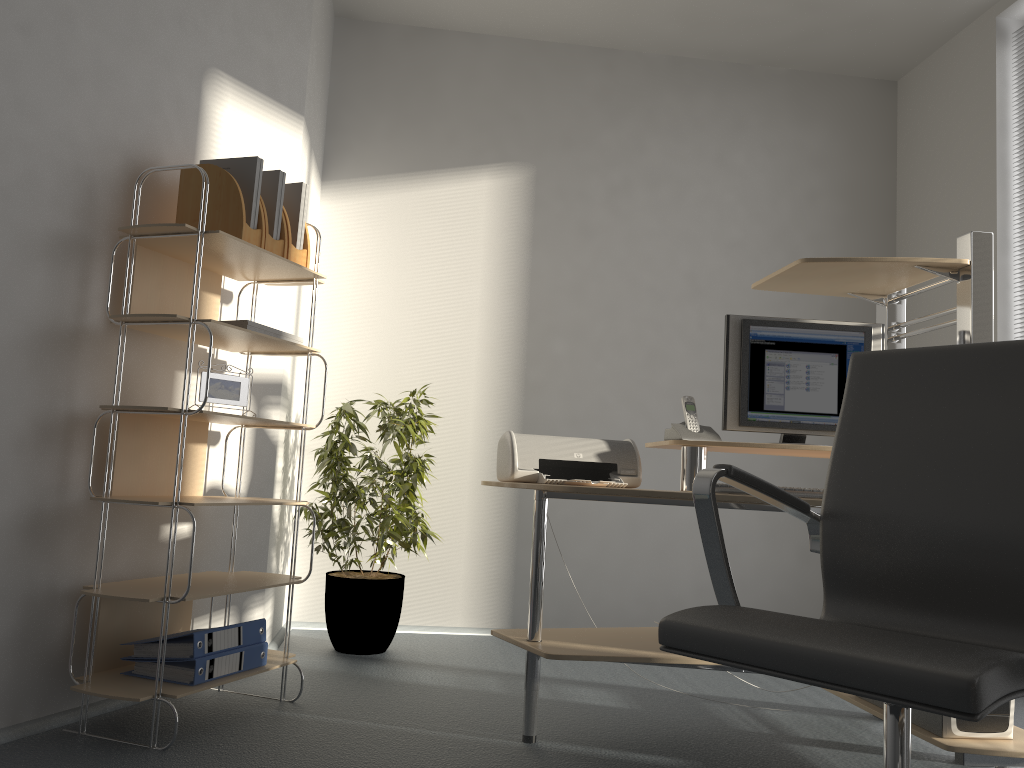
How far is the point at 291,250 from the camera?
2.8 meters

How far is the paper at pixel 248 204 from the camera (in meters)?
2.68

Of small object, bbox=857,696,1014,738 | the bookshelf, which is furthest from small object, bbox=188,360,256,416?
small object, bbox=857,696,1014,738

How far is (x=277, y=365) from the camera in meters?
3.4 m

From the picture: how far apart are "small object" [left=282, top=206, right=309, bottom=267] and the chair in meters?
1.7 m

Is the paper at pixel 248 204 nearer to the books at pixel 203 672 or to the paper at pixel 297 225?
the paper at pixel 297 225

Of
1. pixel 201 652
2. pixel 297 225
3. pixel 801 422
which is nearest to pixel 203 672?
pixel 201 652

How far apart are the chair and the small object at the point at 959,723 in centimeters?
85cm

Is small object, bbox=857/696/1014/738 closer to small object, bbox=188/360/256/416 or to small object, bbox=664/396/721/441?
small object, bbox=664/396/721/441

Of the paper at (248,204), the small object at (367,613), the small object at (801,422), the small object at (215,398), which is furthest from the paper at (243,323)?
the small object at (801,422)
